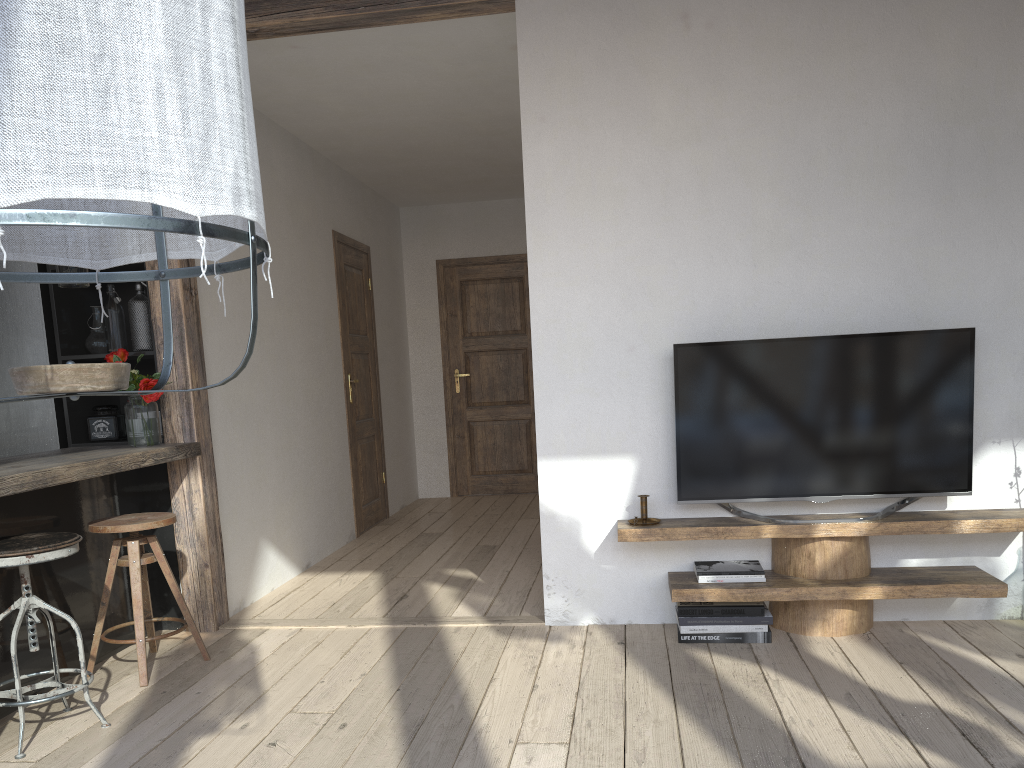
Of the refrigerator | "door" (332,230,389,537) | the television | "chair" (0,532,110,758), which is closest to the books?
the television

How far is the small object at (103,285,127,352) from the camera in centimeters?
392cm

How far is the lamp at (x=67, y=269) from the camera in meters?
3.3 m

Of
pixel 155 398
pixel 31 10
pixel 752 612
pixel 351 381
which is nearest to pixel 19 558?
pixel 155 398

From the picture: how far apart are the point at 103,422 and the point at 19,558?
1.4 meters

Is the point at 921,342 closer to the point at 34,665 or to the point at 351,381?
the point at 34,665

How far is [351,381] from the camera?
6.07m

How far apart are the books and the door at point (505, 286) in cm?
420

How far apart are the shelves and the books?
0.03m

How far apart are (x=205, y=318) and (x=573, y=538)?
2.0 meters
